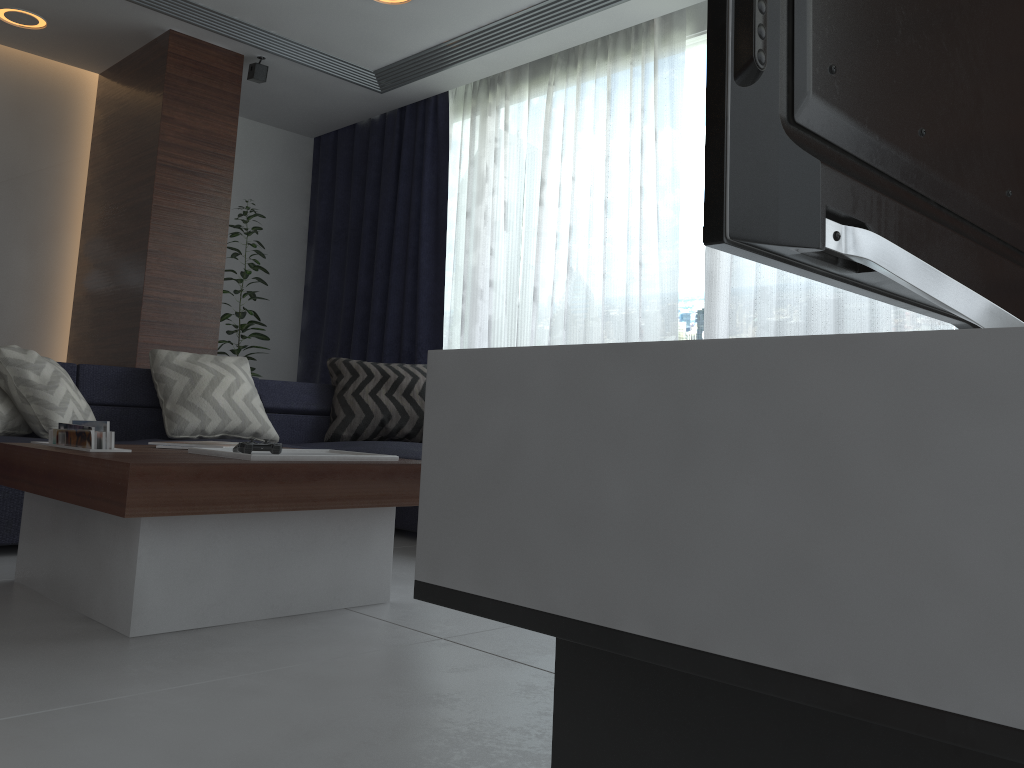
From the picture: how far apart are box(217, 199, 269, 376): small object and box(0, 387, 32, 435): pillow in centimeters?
241cm

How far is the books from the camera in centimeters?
204cm

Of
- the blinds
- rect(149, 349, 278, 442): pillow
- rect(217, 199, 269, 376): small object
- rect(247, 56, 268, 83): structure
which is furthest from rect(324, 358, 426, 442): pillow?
rect(247, 56, 268, 83): structure

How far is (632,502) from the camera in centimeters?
58cm

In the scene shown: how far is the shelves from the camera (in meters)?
0.44

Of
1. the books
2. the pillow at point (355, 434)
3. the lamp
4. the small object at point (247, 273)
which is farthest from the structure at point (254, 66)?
the books

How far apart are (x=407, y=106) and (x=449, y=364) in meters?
5.5 m

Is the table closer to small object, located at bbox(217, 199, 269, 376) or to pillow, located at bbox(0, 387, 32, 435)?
pillow, located at bbox(0, 387, 32, 435)

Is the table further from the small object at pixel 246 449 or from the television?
the television

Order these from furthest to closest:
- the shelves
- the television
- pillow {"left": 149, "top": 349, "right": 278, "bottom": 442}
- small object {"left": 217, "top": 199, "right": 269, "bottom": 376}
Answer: small object {"left": 217, "top": 199, "right": 269, "bottom": 376}, pillow {"left": 149, "top": 349, "right": 278, "bottom": 442}, the television, the shelves
